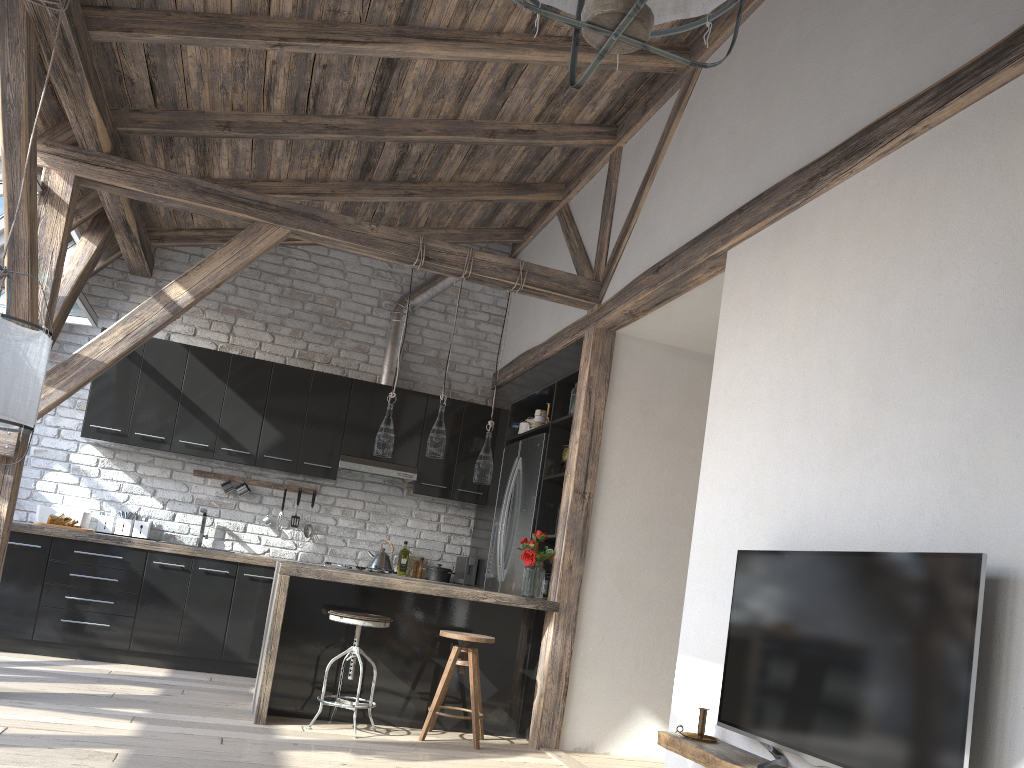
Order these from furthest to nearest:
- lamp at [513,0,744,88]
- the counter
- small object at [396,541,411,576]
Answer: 1. small object at [396,541,411,576]
2. the counter
3. lamp at [513,0,744,88]

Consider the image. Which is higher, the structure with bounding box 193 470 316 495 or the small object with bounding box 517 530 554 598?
the structure with bounding box 193 470 316 495

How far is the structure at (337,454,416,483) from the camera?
6.6 meters

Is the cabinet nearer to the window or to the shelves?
the window

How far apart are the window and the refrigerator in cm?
304

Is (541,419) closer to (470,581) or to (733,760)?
(470,581)

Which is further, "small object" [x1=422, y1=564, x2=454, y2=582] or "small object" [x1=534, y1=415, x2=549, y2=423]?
"small object" [x1=422, y1=564, x2=454, y2=582]

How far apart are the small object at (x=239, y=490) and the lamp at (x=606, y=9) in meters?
5.6 m

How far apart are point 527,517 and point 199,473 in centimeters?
261cm

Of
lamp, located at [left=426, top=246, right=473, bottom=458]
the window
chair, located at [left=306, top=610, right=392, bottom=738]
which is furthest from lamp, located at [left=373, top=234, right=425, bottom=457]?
the window
